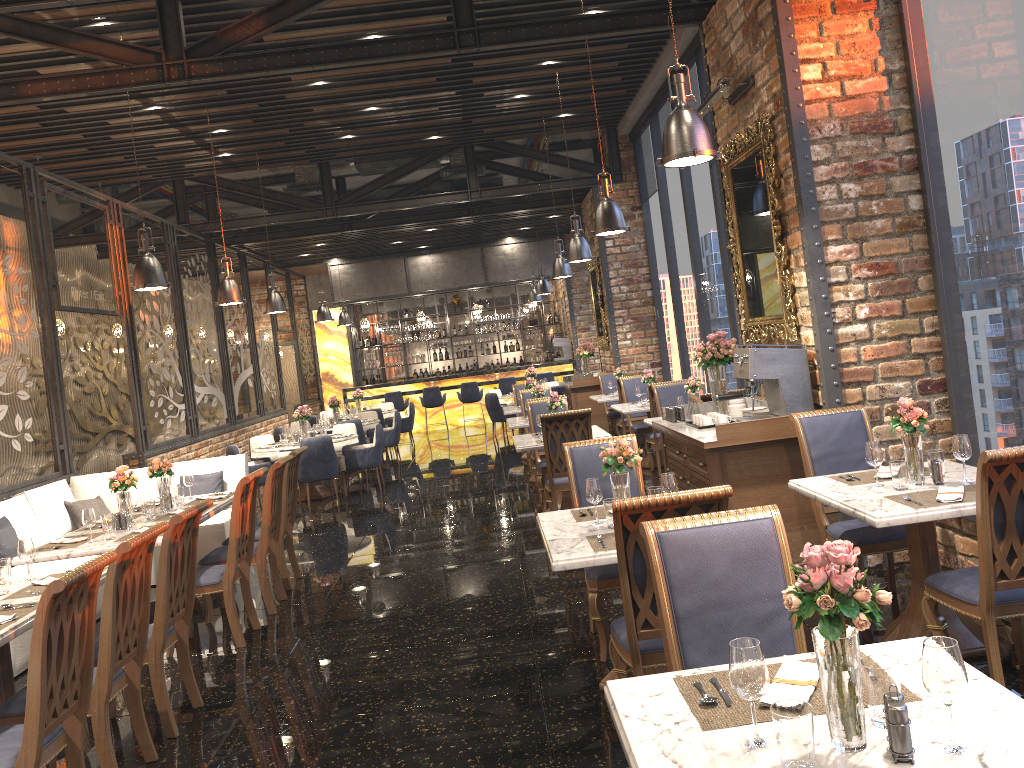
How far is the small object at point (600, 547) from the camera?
3.8m

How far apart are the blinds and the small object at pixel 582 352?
2.9m

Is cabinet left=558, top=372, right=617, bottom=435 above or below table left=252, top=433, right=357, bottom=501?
above

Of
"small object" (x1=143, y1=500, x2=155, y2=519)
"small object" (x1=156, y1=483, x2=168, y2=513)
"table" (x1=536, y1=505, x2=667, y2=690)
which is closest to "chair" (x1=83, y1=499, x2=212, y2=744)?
"table" (x1=536, y1=505, x2=667, y2=690)

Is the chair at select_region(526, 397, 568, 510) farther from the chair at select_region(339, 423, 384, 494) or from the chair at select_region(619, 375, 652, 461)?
the chair at select_region(339, 423, 384, 494)

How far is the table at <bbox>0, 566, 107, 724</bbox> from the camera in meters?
3.6 m

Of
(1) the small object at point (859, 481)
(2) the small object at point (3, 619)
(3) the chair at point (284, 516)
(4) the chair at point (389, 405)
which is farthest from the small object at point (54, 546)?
(4) the chair at point (389, 405)

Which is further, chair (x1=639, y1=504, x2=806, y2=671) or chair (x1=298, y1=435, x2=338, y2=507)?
chair (x1=298, y1=435, x2=338, y2=507)

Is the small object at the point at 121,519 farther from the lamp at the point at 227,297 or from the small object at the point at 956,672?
the small object at the point at 956,672

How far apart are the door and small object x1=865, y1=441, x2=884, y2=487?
19.8m
